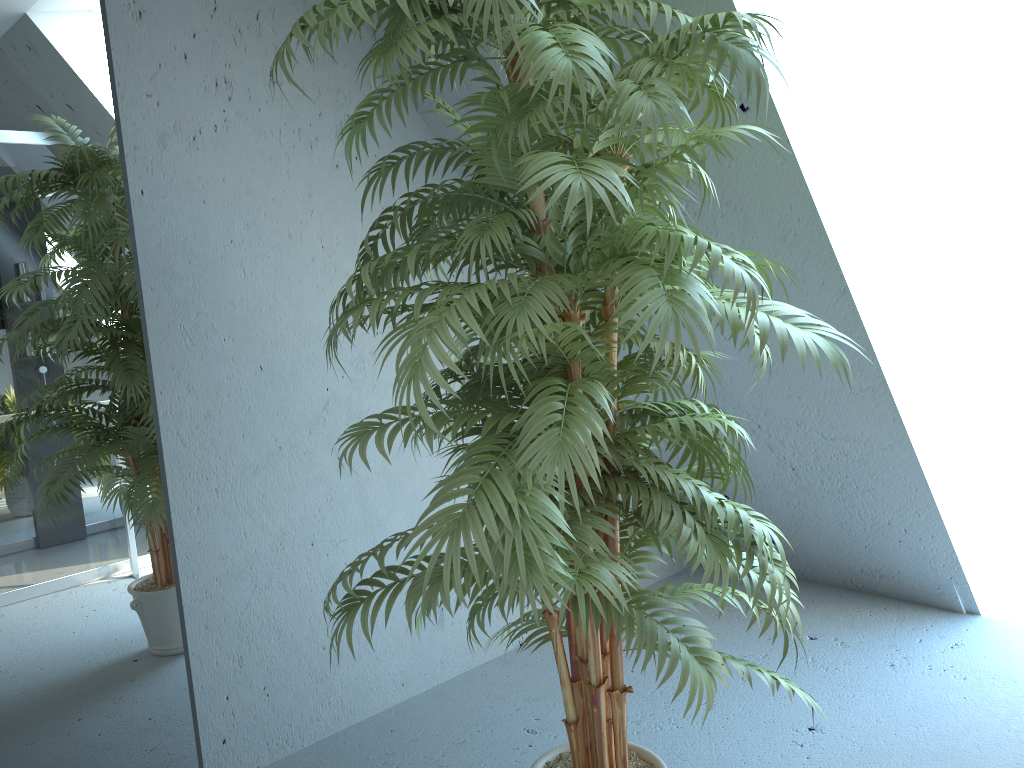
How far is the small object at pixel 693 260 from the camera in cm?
128

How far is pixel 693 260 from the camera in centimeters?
128cm

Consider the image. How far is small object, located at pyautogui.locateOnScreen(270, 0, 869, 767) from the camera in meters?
1.3
